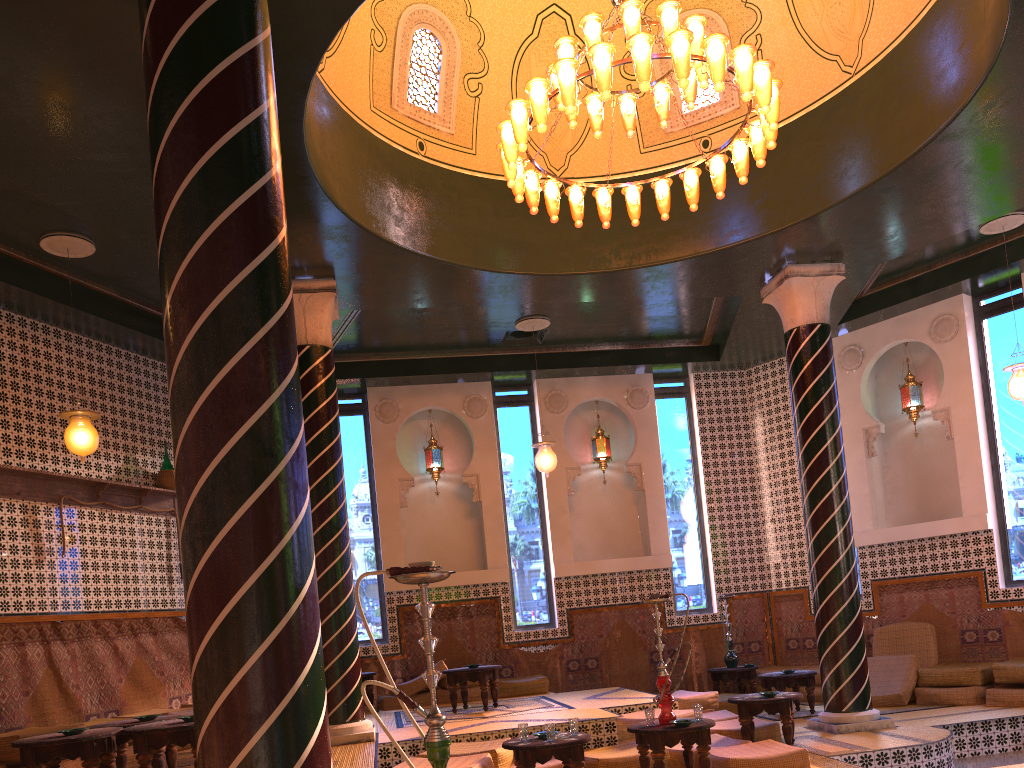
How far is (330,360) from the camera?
10.3m

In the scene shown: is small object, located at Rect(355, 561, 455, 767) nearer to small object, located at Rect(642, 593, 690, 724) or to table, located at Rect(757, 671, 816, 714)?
small object, located at Rect(642, 593, 690, 724)

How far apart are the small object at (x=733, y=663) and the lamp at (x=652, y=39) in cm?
770

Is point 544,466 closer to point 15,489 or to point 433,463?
point 433,463

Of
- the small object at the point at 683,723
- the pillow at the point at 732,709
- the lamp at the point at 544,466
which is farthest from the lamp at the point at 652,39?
the pillow at the point at 732,709

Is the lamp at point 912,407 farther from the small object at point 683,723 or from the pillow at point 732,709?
the small object at point 683,723

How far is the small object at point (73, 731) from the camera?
6.7m

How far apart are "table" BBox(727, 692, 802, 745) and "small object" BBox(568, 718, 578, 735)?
→ 2.50m

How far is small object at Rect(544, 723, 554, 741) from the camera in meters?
7.3 m

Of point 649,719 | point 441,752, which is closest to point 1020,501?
point 649,719
